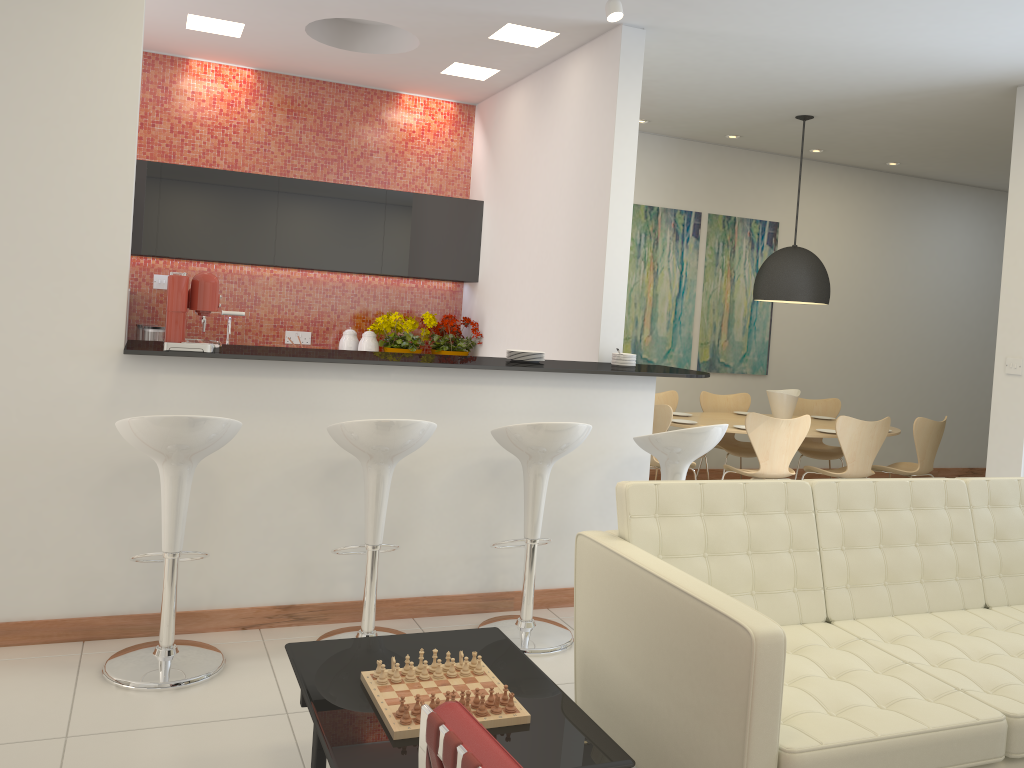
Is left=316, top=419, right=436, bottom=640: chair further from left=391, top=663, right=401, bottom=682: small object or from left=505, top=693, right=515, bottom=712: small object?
left=505, top=693, right=515, bottom=712: small object

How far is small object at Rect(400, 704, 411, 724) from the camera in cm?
222

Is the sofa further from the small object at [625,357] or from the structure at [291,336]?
the structure at [291,336]

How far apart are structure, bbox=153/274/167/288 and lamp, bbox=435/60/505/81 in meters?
2.5 m

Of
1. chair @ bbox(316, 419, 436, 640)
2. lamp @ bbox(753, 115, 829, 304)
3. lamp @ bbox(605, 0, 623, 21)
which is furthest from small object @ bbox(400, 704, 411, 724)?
lamp @ bbox(753, 115, 829, 304)

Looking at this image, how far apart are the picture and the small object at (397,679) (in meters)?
5.90

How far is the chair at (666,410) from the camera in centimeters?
623cm

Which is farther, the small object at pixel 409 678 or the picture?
the picture

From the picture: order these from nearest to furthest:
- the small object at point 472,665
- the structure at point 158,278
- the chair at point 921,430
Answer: the small object at point 472,665 < the structure at point 158,278 < the chair at point 921,430

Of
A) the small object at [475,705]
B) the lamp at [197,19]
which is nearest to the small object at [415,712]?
the small object at [475,705]
